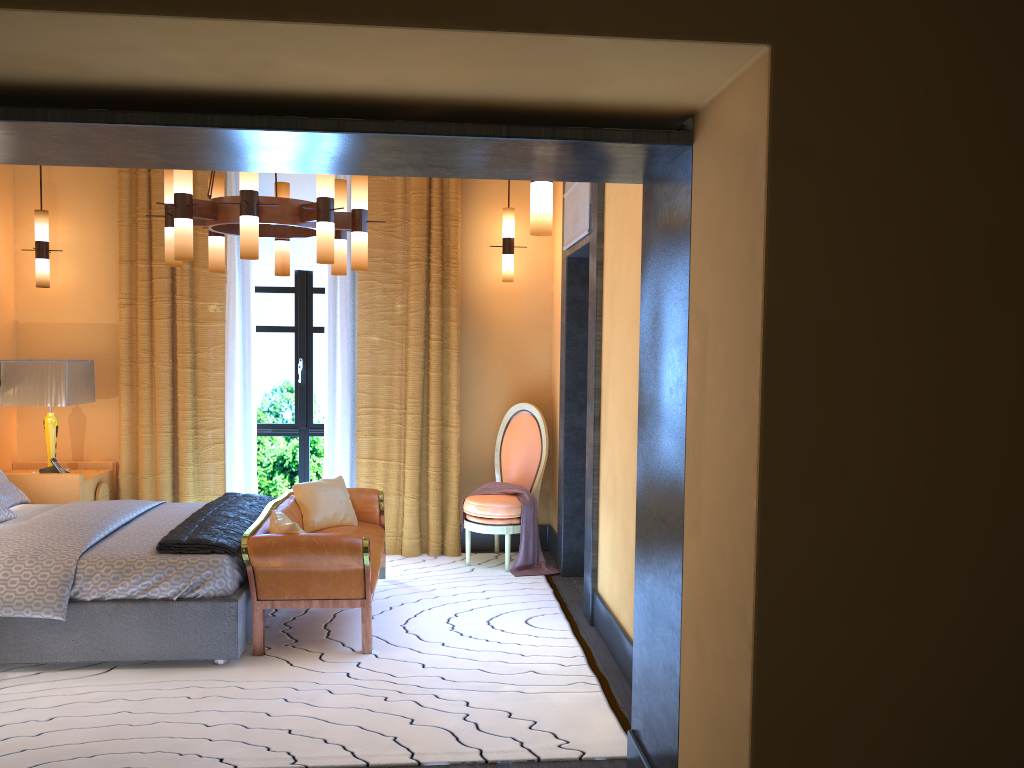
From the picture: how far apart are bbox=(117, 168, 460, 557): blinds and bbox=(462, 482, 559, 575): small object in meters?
0.2 m

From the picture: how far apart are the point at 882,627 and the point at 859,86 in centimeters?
121cm

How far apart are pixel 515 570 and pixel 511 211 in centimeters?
256cm

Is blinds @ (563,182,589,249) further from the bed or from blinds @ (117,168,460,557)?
the bed

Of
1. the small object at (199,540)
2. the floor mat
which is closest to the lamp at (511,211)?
the floor mat

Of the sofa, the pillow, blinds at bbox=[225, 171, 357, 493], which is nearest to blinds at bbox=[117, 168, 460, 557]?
blinds at bbox=[225, 171, 357, 493]

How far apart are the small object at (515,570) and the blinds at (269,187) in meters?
2.1 m

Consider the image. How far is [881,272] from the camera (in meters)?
1.98

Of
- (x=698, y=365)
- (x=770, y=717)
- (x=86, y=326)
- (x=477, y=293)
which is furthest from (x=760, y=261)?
(x=86, y=326)

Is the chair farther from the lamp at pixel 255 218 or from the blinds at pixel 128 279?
the lamp at pixel 255 218
